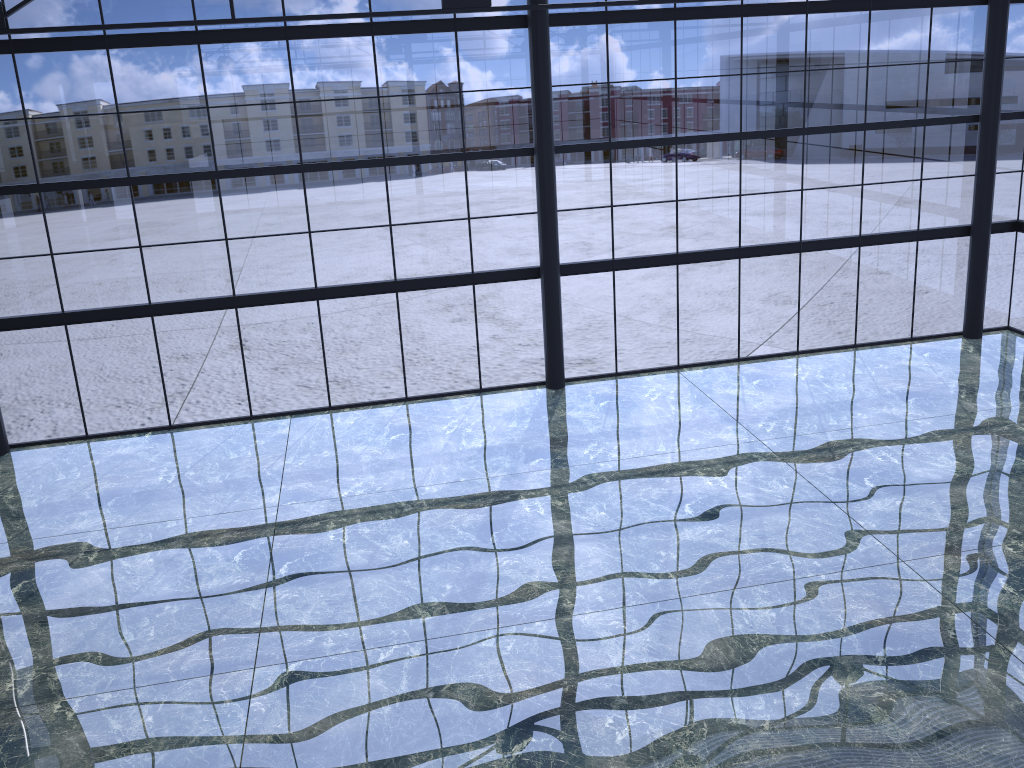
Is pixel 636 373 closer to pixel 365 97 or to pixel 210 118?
pixel 365 97
